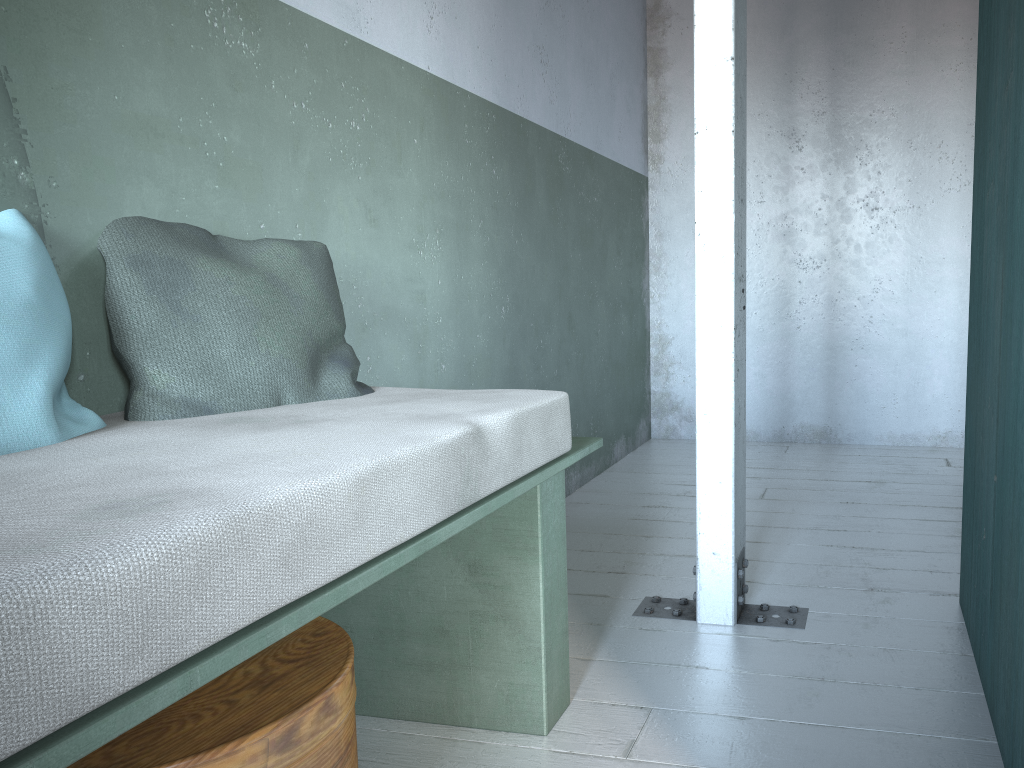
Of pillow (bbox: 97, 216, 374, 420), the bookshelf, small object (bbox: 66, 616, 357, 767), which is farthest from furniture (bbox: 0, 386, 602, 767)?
the bookshelf

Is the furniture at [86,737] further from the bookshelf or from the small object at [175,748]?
the bookshelf

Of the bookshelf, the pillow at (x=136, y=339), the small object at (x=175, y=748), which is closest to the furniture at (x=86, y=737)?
the pillow at (x=136, y=339)

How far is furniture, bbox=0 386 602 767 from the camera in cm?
85

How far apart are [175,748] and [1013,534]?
1.6m

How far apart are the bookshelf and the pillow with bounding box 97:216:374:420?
1.4 meters

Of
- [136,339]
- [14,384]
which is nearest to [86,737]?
[14,384]

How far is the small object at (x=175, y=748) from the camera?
1.33m

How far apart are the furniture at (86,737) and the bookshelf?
0.9m

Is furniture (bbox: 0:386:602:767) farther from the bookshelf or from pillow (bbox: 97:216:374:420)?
the bookshelf
